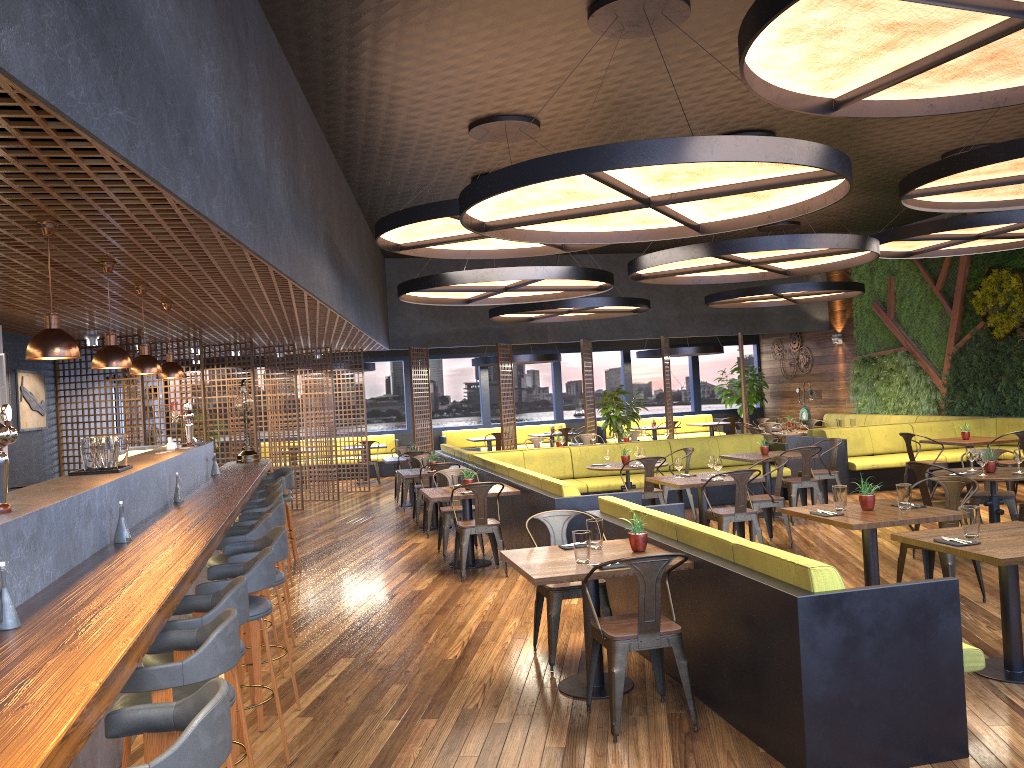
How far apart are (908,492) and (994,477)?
2.16m

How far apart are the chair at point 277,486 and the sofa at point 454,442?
12.09m

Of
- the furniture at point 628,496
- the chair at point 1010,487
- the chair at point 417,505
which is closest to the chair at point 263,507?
the furniture at point 628,496

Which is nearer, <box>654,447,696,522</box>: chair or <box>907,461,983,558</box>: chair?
<box>907,461,983,558</box>: chair

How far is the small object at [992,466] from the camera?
8.08m

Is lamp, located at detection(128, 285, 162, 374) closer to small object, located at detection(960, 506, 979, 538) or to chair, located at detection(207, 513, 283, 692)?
chair, located at detection(207, 513, 283, 692)

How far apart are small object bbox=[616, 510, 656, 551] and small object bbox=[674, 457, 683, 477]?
3.9m

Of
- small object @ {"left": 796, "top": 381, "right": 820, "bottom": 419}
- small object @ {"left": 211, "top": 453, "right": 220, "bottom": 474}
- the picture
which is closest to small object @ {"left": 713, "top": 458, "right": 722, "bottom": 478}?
small object @ {"left": 211, "top": 453, "right": 220, "bottom": 474}

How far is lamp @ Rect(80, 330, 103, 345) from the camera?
10.2m

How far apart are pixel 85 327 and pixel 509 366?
9.3 meters
